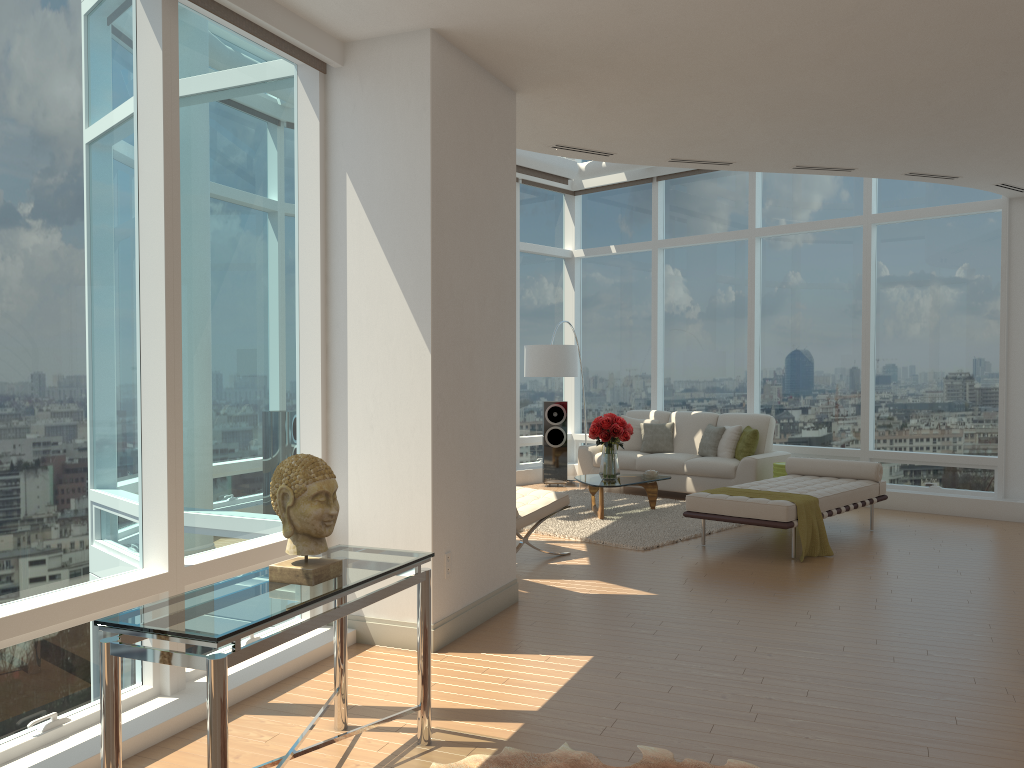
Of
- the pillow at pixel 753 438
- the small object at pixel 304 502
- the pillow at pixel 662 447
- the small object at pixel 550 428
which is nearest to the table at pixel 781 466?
the pillow at pixel 753 438

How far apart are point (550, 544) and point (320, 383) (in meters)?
3.54

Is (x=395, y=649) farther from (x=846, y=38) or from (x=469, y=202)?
(x=846, y=38)

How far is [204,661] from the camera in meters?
2.5 m

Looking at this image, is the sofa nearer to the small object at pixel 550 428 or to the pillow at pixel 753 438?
the pillow at pixel 753 438

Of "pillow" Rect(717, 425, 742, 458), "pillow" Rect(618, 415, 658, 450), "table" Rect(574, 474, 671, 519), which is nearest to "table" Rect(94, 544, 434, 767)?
"table" Rect(574, 474, 671, 519)

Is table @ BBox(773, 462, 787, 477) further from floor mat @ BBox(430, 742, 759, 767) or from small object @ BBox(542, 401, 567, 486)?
floor mat @ BBox(430, 742, 759, 767)

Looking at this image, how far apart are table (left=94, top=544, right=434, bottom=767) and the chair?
3.4 meters

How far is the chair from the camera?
7.2 meters

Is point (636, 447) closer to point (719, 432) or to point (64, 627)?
point (719, 432)
